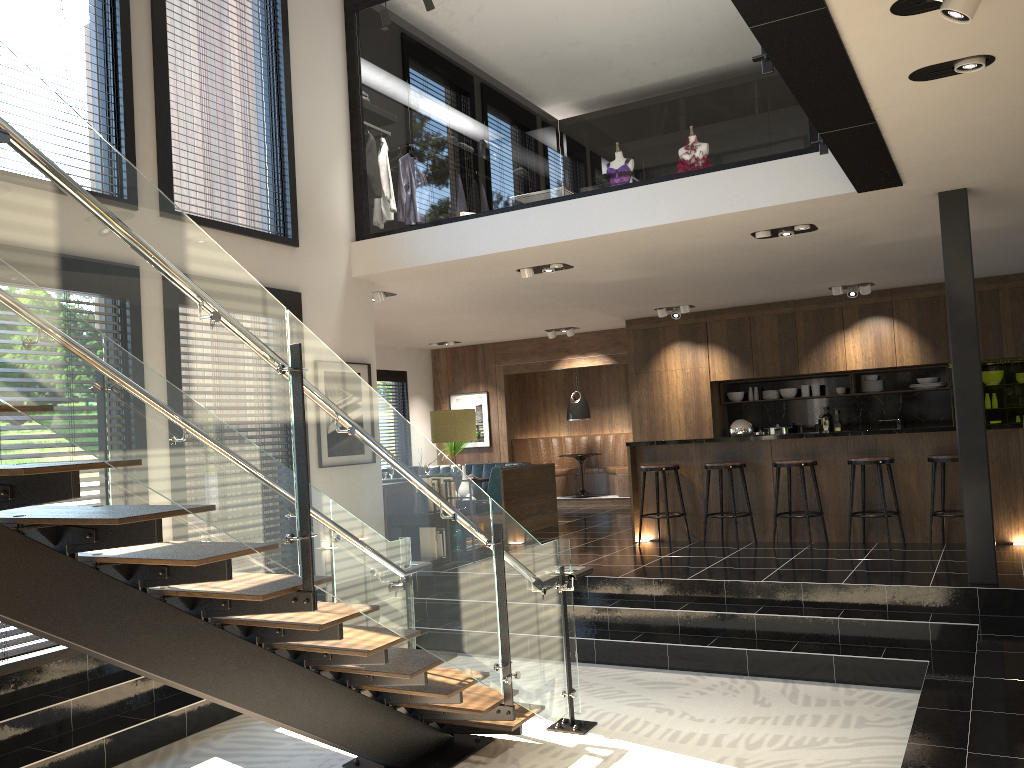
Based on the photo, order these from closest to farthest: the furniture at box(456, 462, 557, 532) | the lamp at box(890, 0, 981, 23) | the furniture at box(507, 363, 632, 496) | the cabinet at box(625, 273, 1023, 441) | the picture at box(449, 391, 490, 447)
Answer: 1. the lamp at box(890, 0, 981, 23)
2. the furniture at box(456, 462, 557, 532)
3. the cabinet at box(625, 273, 1023, 441)
4. the furniture at box(507, 363, 632, 496)
5. the picture at box(449, 391, 490, 447)

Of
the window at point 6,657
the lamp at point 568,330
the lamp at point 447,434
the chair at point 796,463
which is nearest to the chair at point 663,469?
the chair at point 796,463

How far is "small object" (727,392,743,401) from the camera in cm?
1218

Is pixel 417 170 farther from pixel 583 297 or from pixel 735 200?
pixel 735 200

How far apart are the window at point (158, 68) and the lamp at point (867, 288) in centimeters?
637cm

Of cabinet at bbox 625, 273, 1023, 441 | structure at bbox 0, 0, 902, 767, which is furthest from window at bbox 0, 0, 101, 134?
cabinet at bbox 625, 273, 1023, 441

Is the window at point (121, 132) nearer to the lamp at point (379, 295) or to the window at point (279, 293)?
the window at point (279, 293)

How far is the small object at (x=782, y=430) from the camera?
11.5 meters

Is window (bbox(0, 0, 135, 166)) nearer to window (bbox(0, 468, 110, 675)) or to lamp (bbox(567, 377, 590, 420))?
window (bbox(0, 468, 110, 675))

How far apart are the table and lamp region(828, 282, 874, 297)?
4.89m
